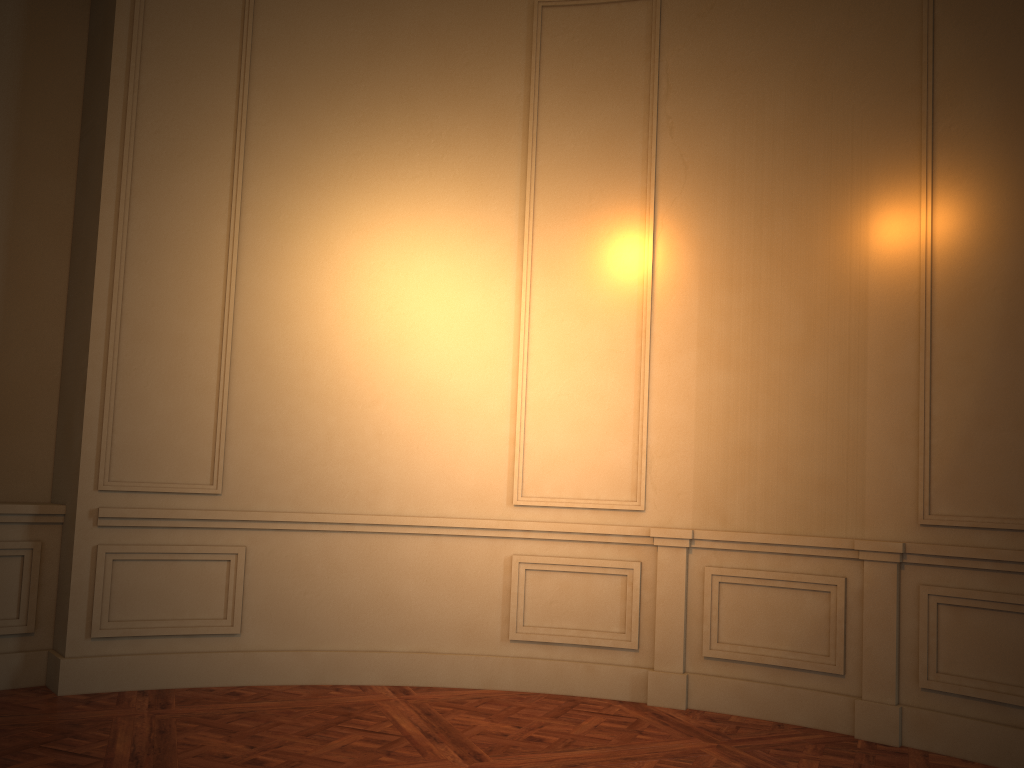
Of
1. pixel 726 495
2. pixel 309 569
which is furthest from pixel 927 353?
pixel 309 569
